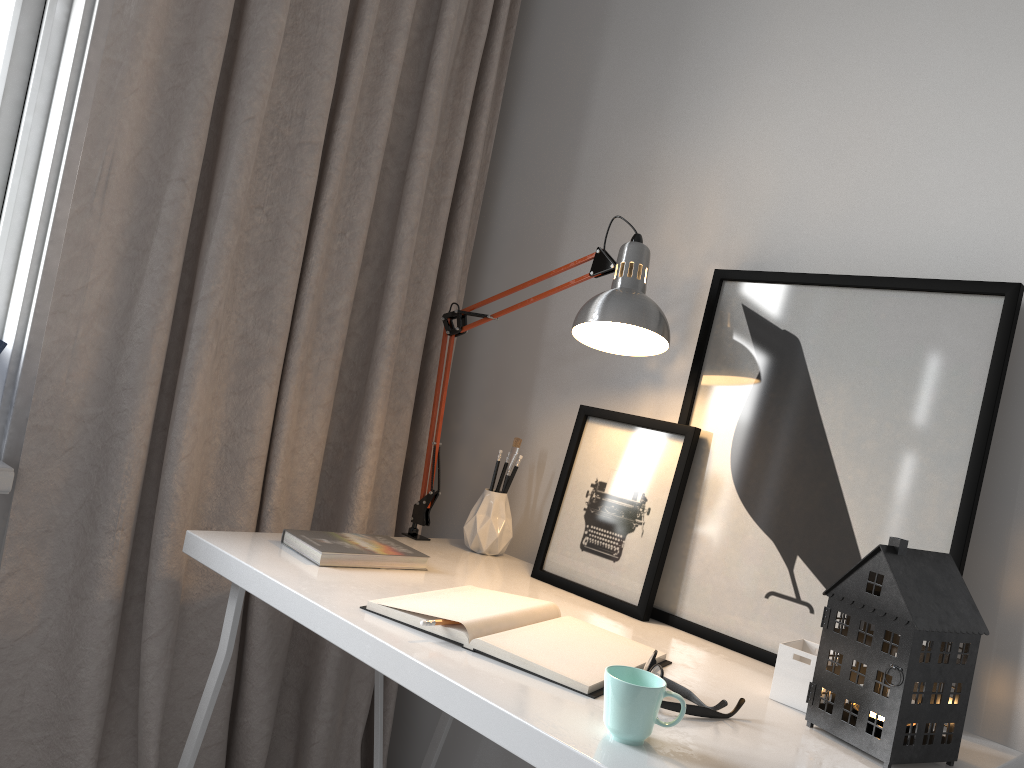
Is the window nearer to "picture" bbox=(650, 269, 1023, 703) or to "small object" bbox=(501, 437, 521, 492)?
"small object" bbox=(501, 437, 521, 492)

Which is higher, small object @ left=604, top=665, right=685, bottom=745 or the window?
the window

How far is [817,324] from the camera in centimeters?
142cm

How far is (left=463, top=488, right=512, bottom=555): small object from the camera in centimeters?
176cm

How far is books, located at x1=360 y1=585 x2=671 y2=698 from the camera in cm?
108

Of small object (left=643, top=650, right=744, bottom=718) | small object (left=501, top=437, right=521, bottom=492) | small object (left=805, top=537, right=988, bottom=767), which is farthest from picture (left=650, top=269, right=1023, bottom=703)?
small object (left=501, top=437, right=521, bottom=492)

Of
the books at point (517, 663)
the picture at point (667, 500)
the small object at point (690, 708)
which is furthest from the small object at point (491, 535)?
the small object at point (690, 708)

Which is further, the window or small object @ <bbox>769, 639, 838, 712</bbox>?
the window

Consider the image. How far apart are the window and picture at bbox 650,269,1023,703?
1.2 meters

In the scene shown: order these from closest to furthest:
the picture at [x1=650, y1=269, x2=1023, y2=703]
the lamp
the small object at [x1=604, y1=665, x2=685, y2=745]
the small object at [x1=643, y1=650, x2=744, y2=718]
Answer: the small object at [x1=604, y1=665, x2=685, y2=745]
the small object at [x1=643, y1=650, x2=744, y2=718]
the picture at [x1=650, y1=269, x2=1023, y2=703]
the lamp
